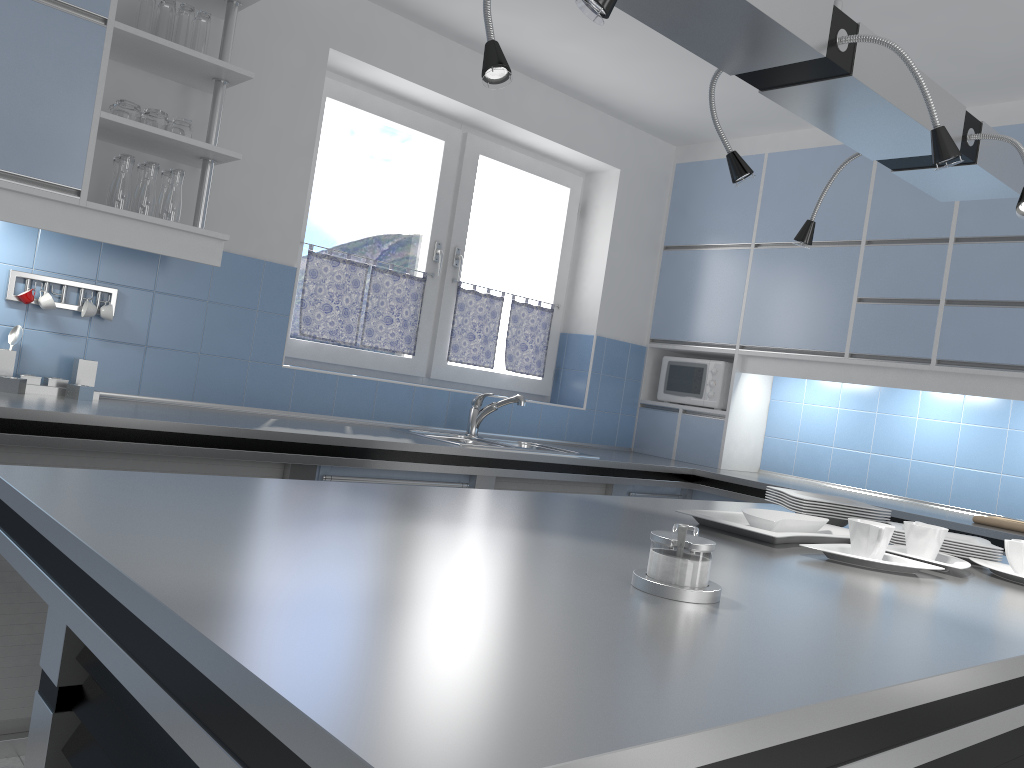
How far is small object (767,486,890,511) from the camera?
2.46m

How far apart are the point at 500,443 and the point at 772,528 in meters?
2.0 m

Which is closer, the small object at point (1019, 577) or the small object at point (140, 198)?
the small object at point (1019, 577)

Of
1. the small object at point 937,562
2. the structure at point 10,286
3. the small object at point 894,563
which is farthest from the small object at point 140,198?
the small object at point 937,562

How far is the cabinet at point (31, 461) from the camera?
2.5m

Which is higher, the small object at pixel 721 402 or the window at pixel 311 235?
the window at pixel 311 235

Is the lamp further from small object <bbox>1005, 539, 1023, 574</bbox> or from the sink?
the sink

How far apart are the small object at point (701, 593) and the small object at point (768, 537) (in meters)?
0.59

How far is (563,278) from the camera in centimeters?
486cm

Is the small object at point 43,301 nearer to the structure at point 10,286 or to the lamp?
the structure at point 10,286
